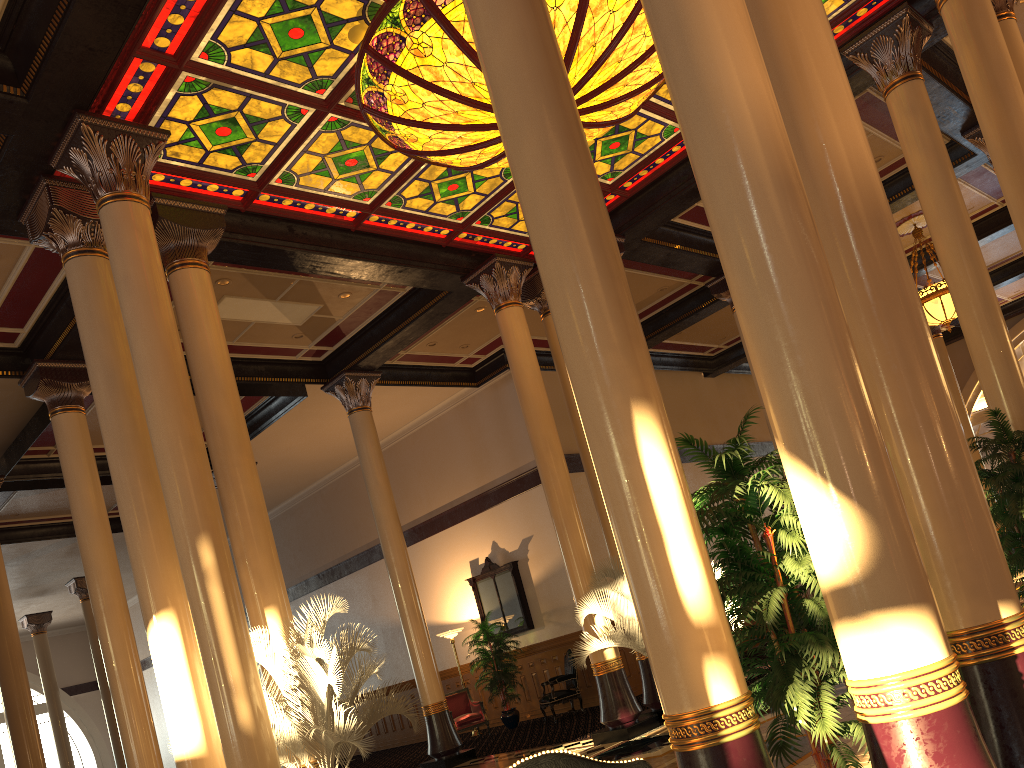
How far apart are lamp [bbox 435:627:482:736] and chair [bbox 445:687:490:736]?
1.0m

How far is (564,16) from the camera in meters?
7.0

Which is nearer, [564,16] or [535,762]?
[535,762]

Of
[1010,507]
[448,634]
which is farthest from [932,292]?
[448,634]

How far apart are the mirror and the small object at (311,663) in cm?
819

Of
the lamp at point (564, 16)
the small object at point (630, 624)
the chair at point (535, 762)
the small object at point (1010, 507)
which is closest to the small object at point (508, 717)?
the small object at point (630, 624)

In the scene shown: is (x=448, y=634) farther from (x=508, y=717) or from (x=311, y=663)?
(x=311, y=663)

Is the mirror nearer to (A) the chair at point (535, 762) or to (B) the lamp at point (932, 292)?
(B) the lamp at point (932, 292)

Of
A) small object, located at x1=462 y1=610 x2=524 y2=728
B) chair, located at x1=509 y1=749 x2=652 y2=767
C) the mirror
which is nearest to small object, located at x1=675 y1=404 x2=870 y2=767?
chair, located at x1=509 y1=749 x2=652 y2=767

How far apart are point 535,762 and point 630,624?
8.0m
